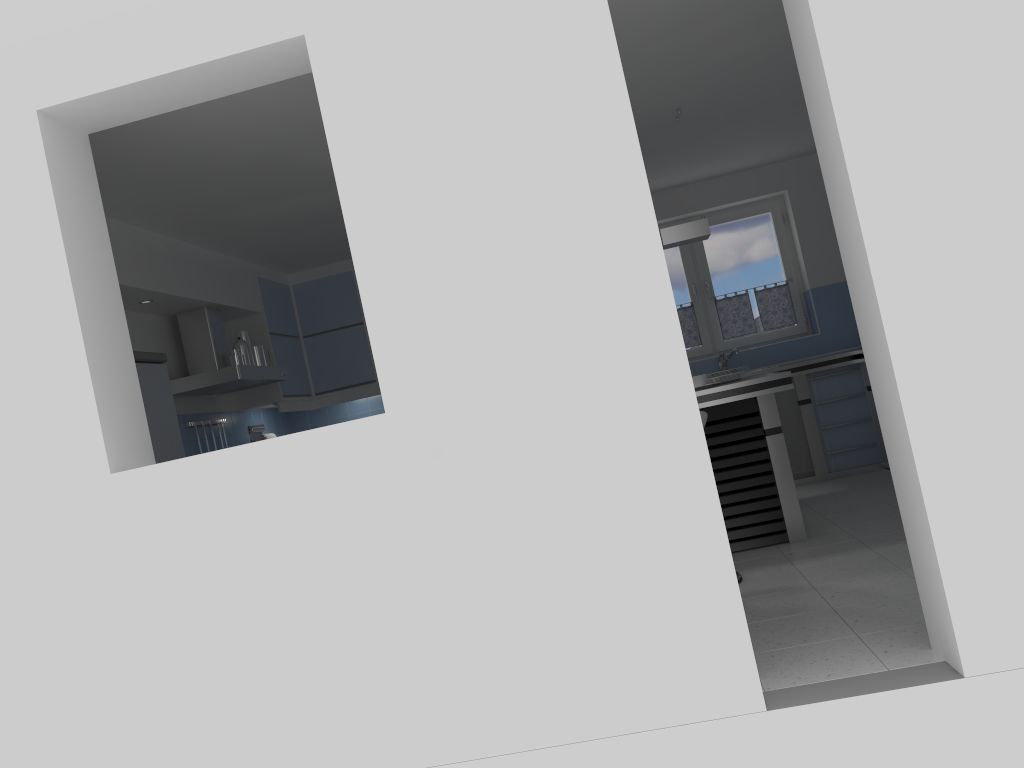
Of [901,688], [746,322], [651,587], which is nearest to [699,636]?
[651,587]

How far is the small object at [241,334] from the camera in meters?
6.6 m

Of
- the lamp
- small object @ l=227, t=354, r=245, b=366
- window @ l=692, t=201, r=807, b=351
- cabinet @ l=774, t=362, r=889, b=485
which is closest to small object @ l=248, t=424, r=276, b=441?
small object @ l=227, t=354, r=245, b=366

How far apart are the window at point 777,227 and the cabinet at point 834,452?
0.9m

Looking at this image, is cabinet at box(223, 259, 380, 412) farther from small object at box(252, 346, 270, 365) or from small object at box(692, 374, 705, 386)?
small object at box(692, 374, 705, 386)

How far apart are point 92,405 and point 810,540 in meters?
3.8 m

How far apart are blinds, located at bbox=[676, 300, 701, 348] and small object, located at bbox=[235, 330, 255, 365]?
3.9 meters

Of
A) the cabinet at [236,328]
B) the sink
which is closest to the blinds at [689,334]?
the sink

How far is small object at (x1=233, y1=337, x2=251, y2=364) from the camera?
6.4 meters

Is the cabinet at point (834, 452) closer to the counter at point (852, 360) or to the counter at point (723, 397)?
the counter at point (852, 360)
